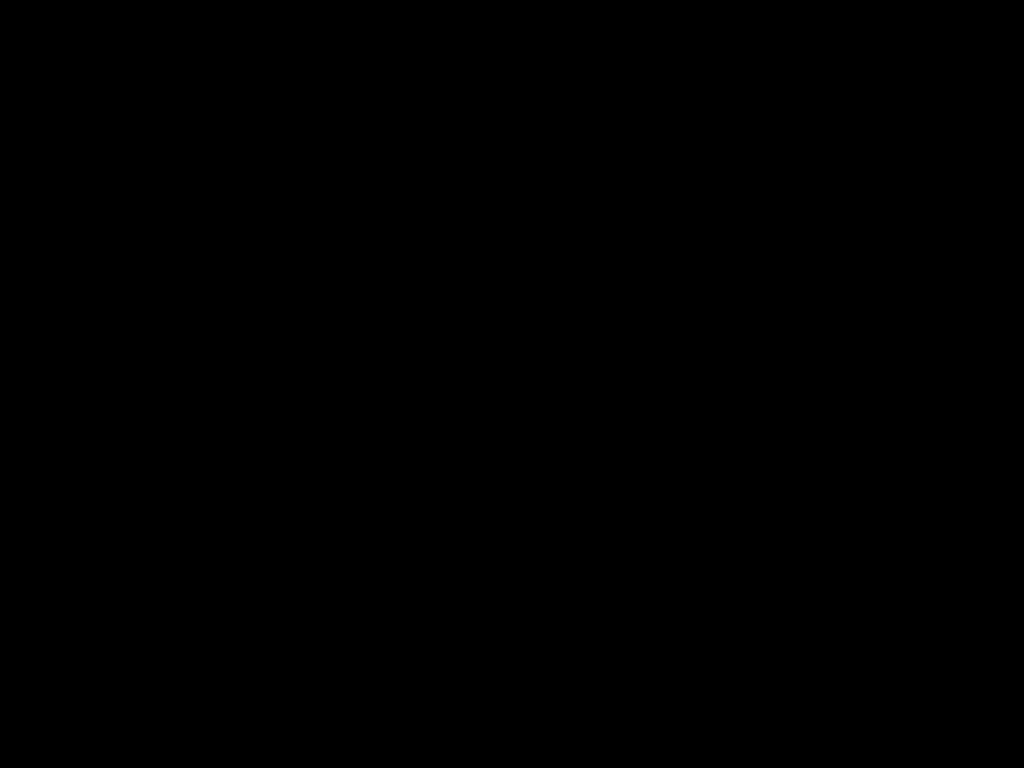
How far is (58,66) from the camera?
0.32m

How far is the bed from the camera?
0.32m

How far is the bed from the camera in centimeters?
32cm
